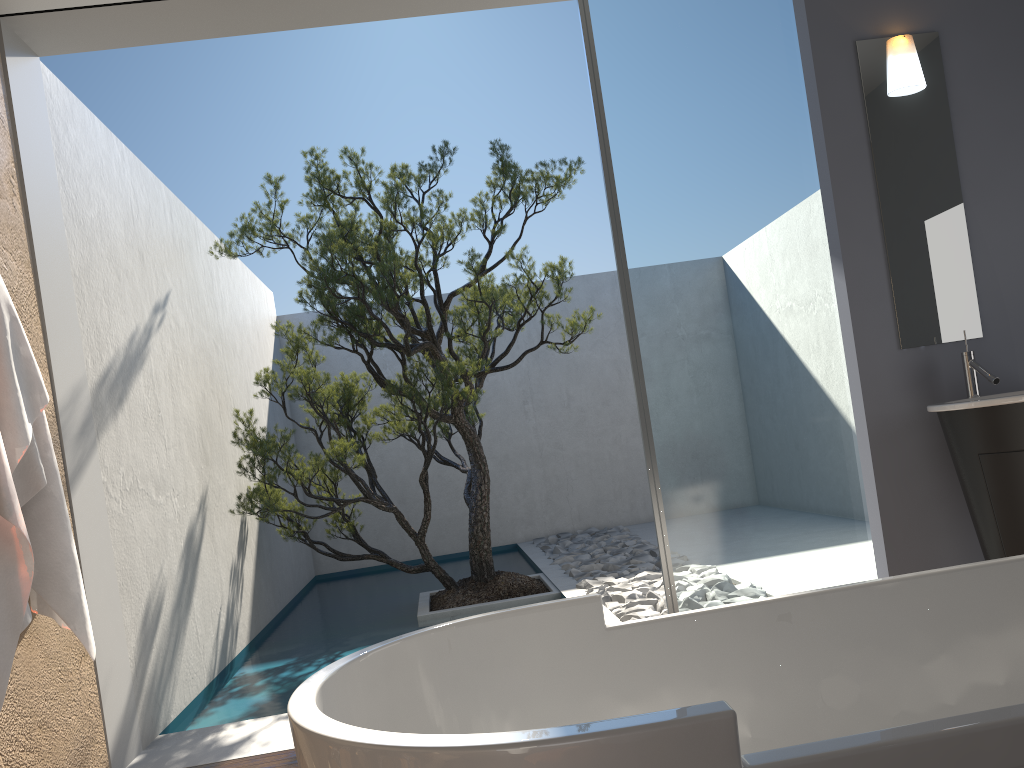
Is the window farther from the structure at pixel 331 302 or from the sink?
the structure at pixel 331 302

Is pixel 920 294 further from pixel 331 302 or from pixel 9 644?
pixel 9 644

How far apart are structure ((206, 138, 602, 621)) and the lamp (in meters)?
2.39

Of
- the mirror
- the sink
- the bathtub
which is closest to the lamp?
the mirror

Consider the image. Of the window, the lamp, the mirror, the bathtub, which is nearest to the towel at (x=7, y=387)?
the bathtub

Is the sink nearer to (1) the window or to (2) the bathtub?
(1) the window

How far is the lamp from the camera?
3.6m

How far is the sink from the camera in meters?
3.0 m

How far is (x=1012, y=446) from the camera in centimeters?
302cm

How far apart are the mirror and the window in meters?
0.2
